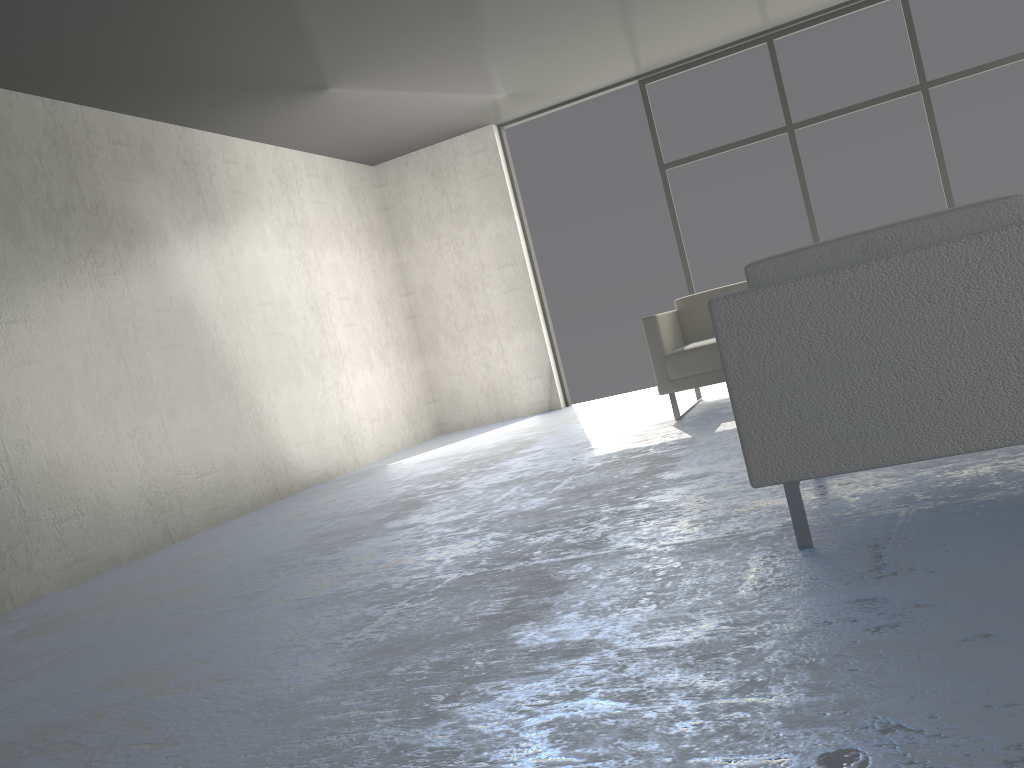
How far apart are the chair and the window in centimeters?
528cm

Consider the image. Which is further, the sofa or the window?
the window

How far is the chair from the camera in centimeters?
179cm

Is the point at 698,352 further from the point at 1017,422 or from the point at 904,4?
the point at 904,4

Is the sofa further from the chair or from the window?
the chair

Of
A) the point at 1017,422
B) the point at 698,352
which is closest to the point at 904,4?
the point at 698,352

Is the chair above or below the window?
below

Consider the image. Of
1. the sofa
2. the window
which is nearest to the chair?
the sofa

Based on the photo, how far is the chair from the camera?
1.8 meters

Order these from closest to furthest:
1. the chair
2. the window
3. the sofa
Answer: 1. the chair
2. the sofa
3. the window
